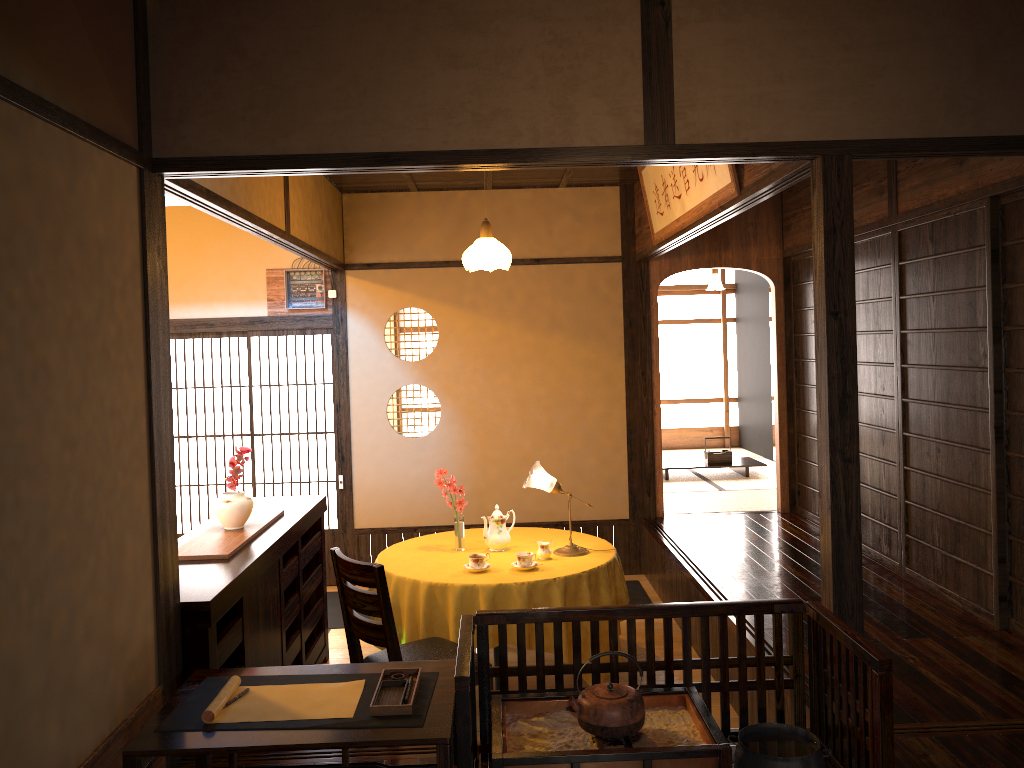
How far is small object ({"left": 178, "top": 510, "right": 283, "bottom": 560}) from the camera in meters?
3.8

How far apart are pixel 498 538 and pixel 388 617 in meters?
1.3 m

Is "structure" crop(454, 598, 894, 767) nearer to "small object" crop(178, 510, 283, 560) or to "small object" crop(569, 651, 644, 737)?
"small object" crop(569, 651, 644, 737)

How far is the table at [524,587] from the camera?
4.26m

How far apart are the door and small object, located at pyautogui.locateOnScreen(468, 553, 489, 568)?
2.7 meters

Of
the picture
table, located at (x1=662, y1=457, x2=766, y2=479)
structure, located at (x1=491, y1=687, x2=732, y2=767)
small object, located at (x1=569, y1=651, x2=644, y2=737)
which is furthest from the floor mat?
small object, located at (x1=569, y1=651, x2=644, y2=737)

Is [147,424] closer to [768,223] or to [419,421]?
[768,223]

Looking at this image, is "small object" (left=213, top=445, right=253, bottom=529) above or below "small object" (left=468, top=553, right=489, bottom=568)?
above

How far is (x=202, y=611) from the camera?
3.1 meters

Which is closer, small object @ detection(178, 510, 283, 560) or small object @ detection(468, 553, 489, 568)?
small object @ detection(178, 510, 283, 560)
